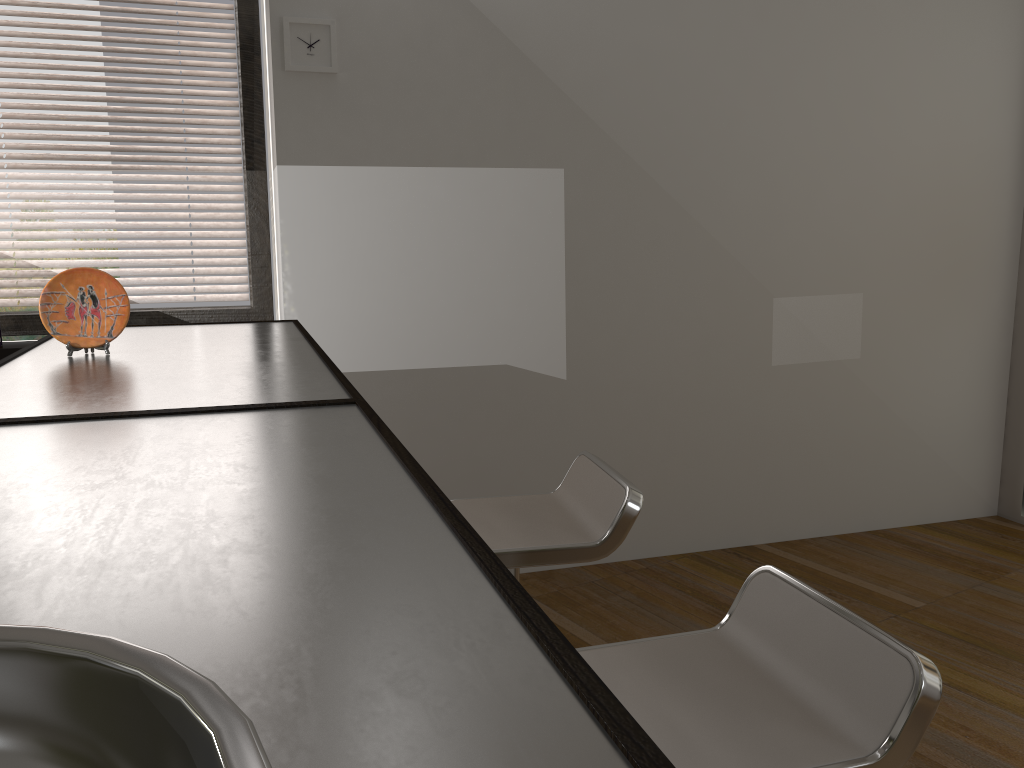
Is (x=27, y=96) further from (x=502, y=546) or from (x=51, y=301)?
(x=502, y=546)

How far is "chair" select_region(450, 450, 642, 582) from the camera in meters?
1.9 m

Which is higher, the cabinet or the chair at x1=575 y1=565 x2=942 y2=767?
the cabinet

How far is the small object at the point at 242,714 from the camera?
0.3m

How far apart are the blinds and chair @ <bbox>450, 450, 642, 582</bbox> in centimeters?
172cm

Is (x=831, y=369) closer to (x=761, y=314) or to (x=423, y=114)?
(x=761, y=314)

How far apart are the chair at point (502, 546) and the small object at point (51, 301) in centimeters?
87cm

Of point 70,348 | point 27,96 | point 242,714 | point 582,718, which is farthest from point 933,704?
point 27,96

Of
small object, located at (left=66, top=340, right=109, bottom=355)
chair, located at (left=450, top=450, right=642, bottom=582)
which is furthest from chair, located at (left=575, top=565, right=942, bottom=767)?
small object, located at (left=66, top=340, right=109, bottom=355)

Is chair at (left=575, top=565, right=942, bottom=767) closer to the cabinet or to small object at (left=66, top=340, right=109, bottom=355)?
the cabinet
